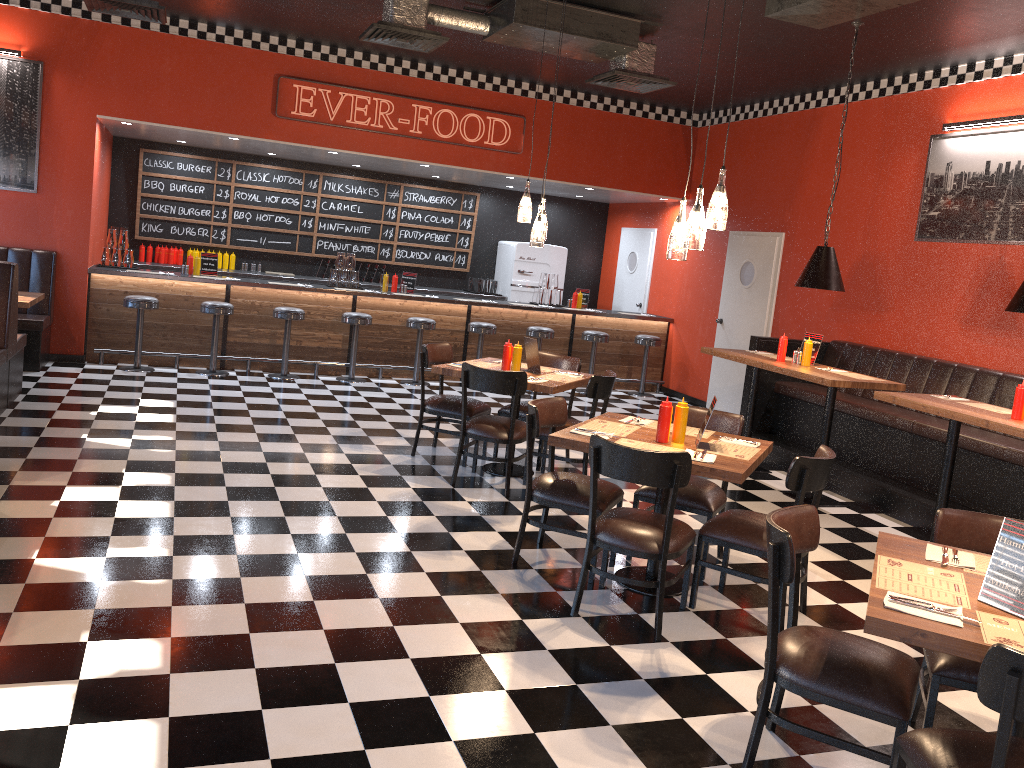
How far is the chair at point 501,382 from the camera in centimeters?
595cm

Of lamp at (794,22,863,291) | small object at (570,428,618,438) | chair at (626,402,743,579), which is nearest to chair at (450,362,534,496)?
chair at (626,402,743,579)

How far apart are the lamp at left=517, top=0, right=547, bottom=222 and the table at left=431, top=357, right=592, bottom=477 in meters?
1.2 m

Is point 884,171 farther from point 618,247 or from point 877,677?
point 877,677

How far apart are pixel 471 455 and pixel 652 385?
6.2m

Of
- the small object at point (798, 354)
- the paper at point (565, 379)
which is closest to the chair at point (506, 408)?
the paper at point (565, 379)

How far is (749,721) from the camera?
3.4 meters

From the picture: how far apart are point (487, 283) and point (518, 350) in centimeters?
622cm

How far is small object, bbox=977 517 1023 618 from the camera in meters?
2.6 m

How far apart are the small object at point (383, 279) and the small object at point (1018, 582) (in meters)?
8.58
